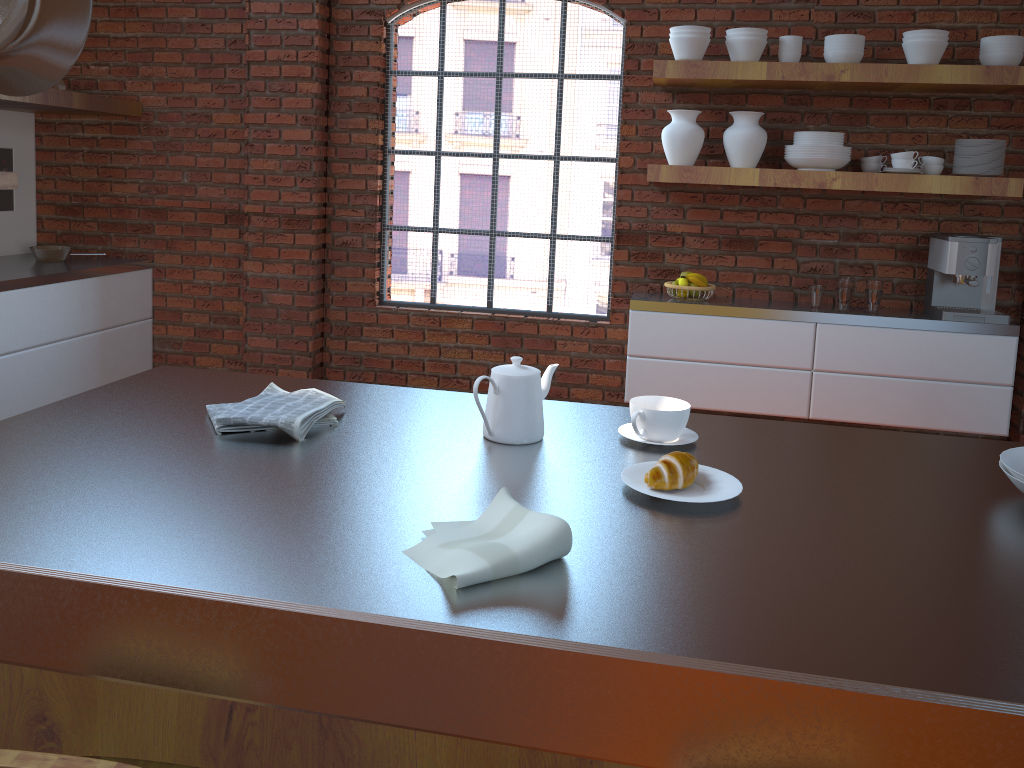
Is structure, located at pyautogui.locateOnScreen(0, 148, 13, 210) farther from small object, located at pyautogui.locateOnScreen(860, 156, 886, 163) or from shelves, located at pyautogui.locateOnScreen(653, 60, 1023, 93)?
small object, located at pyautogui.locateOnScreen(860, 156, 886, 163)

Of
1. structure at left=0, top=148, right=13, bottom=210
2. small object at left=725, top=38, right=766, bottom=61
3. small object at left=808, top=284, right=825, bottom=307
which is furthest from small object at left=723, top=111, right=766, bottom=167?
structure at left=0, top=148, right=13, bottom=210

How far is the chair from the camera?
0.98m

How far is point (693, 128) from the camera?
3.8 meters

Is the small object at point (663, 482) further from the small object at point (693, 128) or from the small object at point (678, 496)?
the small object at point (693, 128)

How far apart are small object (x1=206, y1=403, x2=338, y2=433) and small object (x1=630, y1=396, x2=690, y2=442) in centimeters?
58cm

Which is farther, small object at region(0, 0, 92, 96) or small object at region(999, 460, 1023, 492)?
small object at region(999, 460, 1023, 492)

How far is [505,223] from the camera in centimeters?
786cm

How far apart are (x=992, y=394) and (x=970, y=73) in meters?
1.3

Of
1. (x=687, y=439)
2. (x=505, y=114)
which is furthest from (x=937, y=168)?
(x=687, y=439)
